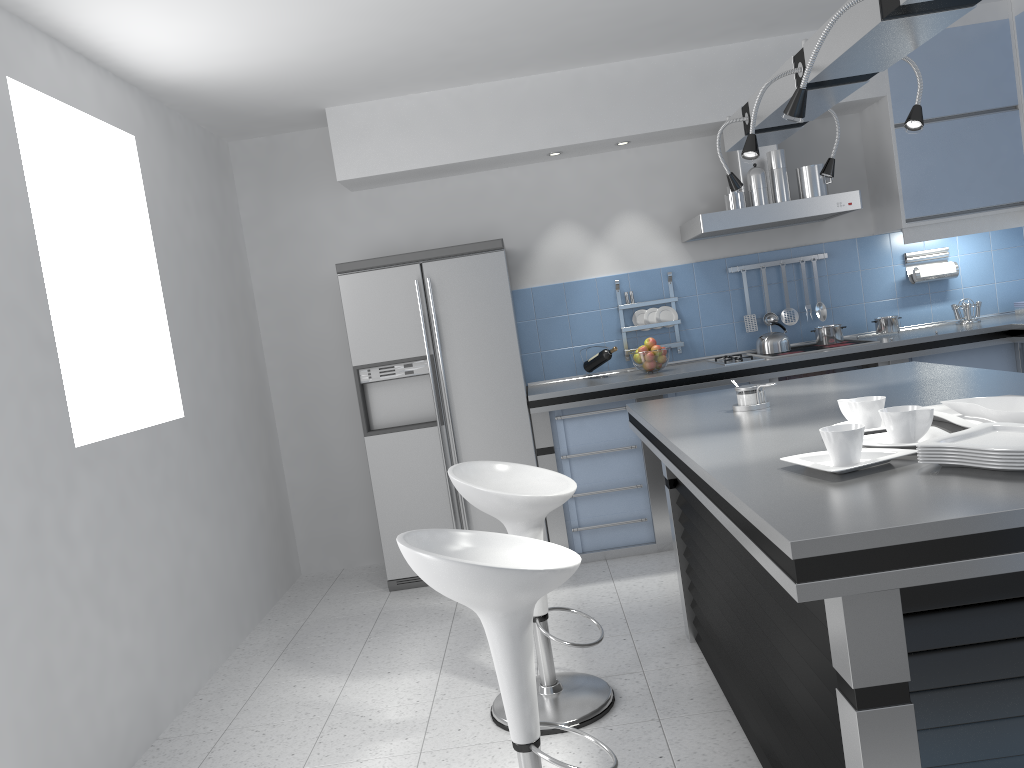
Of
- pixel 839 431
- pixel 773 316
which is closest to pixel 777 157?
pixel 773 316

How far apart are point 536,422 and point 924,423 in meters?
3.0 m

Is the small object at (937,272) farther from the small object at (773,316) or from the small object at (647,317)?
the small object at (647,317)

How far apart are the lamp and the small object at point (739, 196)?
1.5 meters

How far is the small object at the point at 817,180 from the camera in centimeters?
483cm

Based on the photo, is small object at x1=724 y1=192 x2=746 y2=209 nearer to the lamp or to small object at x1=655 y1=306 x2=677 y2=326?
small object at x1=655 y1=306 x2=677 y2=326

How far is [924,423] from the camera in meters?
1.9 m

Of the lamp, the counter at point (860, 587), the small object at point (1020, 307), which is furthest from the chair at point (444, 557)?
the small object at point (1020, 307)

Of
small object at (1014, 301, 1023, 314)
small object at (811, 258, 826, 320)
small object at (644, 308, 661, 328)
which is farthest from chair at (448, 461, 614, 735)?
small object at (1014, 301, 1023, 314)

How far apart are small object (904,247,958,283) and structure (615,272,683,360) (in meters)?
1.44
